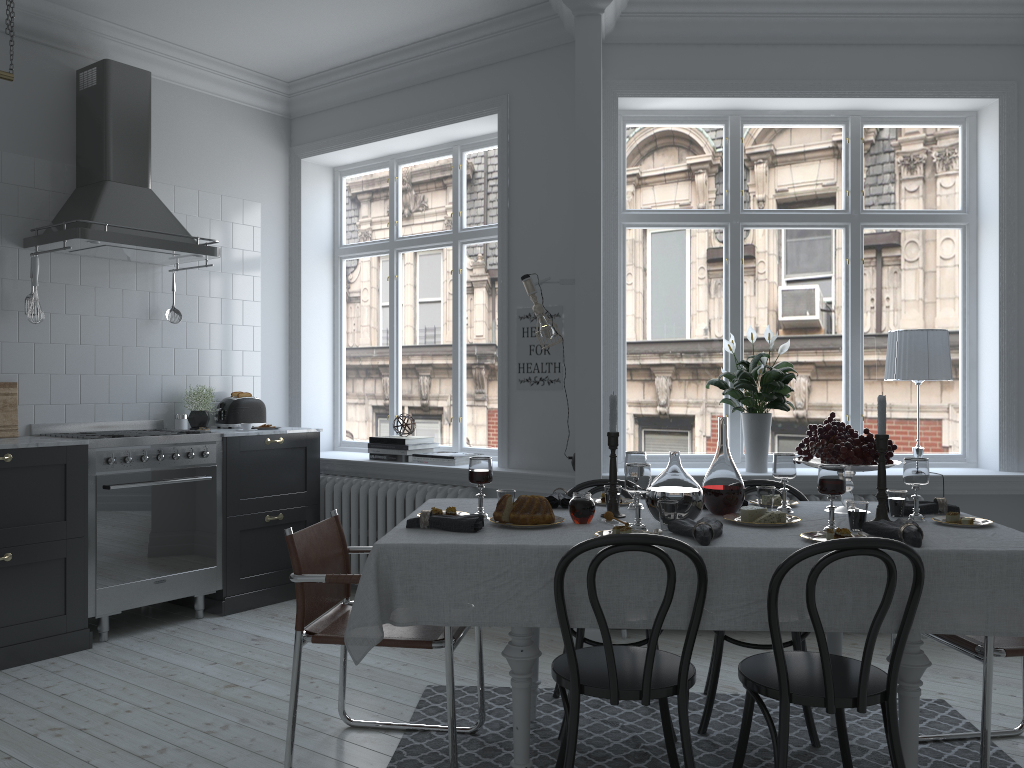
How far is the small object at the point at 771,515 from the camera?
2.9m

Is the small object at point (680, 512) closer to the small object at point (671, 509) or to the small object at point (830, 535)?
the small object at point (671, 509)

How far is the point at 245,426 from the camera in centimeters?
528cm

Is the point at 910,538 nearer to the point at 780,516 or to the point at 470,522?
the point at 780,516

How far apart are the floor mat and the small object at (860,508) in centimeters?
88cm

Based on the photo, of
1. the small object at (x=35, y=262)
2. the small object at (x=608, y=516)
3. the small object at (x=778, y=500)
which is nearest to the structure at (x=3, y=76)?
the small object at (x=35, y=262)

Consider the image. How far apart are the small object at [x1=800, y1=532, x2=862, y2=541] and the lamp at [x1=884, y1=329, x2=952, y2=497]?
2.2m

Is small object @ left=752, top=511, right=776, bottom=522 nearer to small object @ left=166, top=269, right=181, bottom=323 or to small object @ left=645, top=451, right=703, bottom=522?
small object @ left=645, top=451, right=703, bottom=522

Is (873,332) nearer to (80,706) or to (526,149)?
(526,149)

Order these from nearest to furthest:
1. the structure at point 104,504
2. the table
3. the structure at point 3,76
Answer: the table → the structure at point 3,76 → the structure at point 104,504
